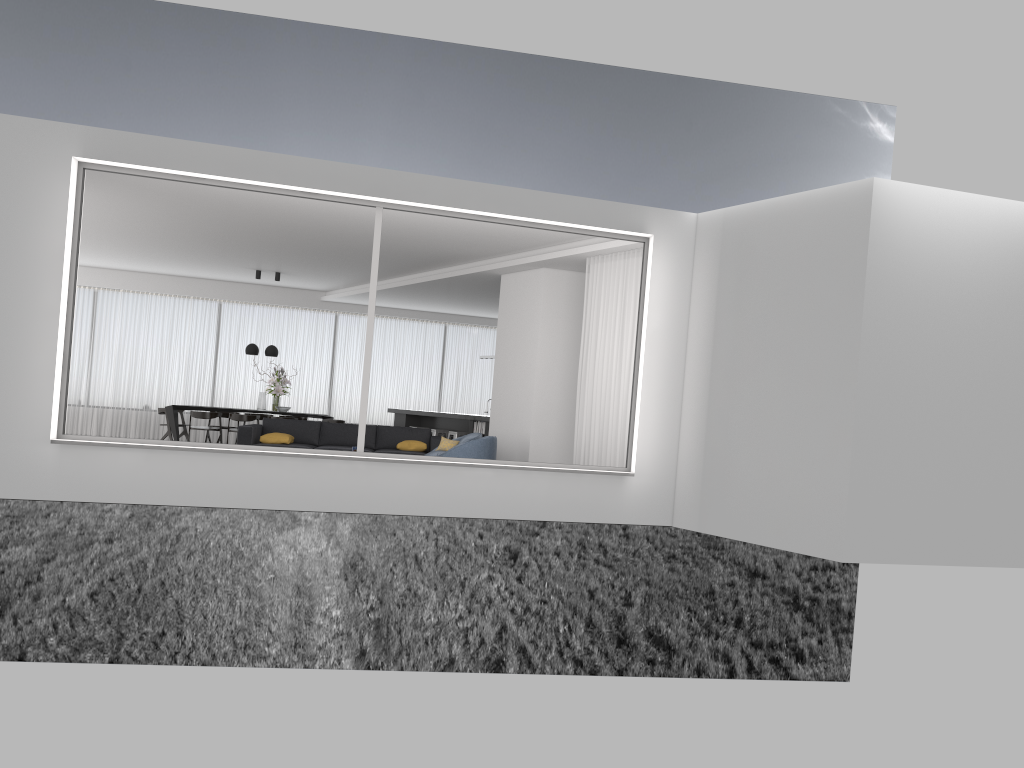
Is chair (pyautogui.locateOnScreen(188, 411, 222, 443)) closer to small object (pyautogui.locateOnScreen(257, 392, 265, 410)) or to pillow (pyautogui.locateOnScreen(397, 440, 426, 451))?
small object (pyautogui.locateOnScreen(257, 392, 265, 410))

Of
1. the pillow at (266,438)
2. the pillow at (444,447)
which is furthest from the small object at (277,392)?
the pillow at (444,447)

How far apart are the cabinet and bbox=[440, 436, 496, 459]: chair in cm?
383

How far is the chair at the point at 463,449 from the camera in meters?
10.3 m

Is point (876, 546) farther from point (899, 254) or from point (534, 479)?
point (534, 479)

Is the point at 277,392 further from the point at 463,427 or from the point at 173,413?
the point at 463,427

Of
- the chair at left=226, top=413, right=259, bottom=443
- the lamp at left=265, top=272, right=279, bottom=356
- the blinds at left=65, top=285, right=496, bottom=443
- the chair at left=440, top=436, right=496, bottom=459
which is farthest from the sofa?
the blinds at left=65, top=285, right=496, bottom=443

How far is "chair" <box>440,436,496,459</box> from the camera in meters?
10.3 m

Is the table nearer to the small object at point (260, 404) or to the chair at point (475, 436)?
the small object at point (260, 404)

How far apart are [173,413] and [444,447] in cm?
632
